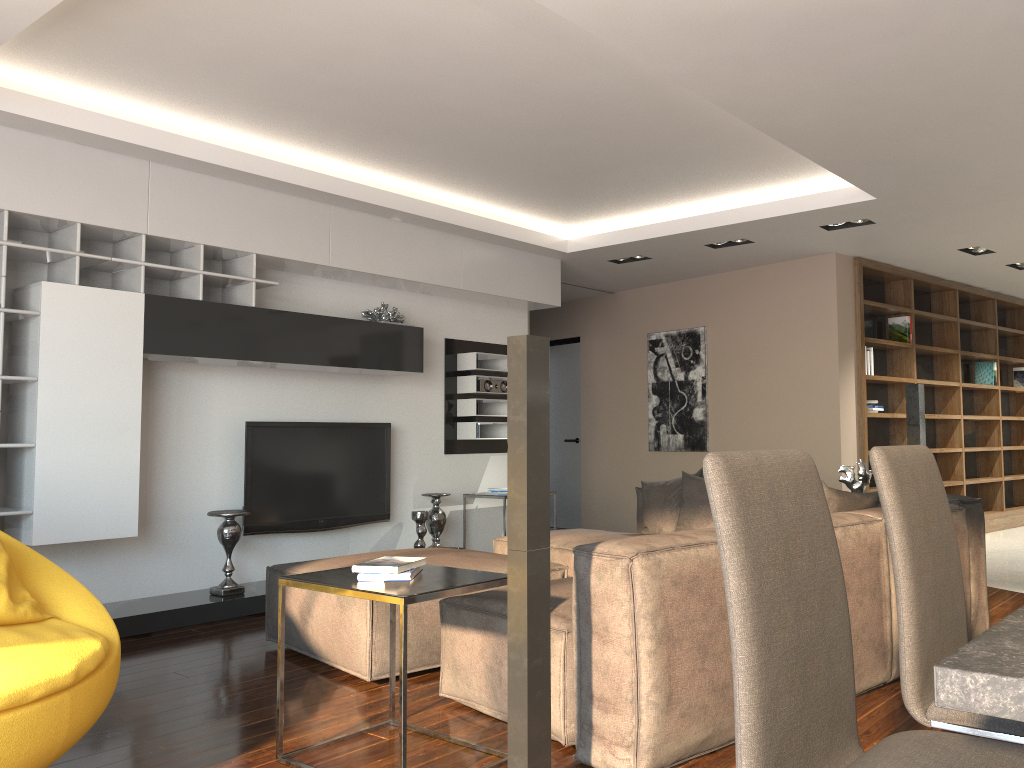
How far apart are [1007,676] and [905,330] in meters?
7.6

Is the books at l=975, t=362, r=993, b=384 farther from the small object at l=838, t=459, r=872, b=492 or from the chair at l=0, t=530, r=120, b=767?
the chair at l=0, t=530, r=120, b=767

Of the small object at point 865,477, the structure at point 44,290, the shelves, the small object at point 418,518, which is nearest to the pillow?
the small object at point 865,477

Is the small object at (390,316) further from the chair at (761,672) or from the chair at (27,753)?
the chair at (761,672)

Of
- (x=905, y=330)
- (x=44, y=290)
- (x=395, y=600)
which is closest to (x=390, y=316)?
(x=44, y=290)

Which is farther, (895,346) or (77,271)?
(895,346)

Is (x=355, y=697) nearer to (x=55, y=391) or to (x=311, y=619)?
(x=311, y=619)

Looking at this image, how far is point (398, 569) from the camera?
Answer: 2.7 meters

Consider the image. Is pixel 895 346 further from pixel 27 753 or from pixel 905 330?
pixel 27 753

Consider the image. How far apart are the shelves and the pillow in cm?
261
